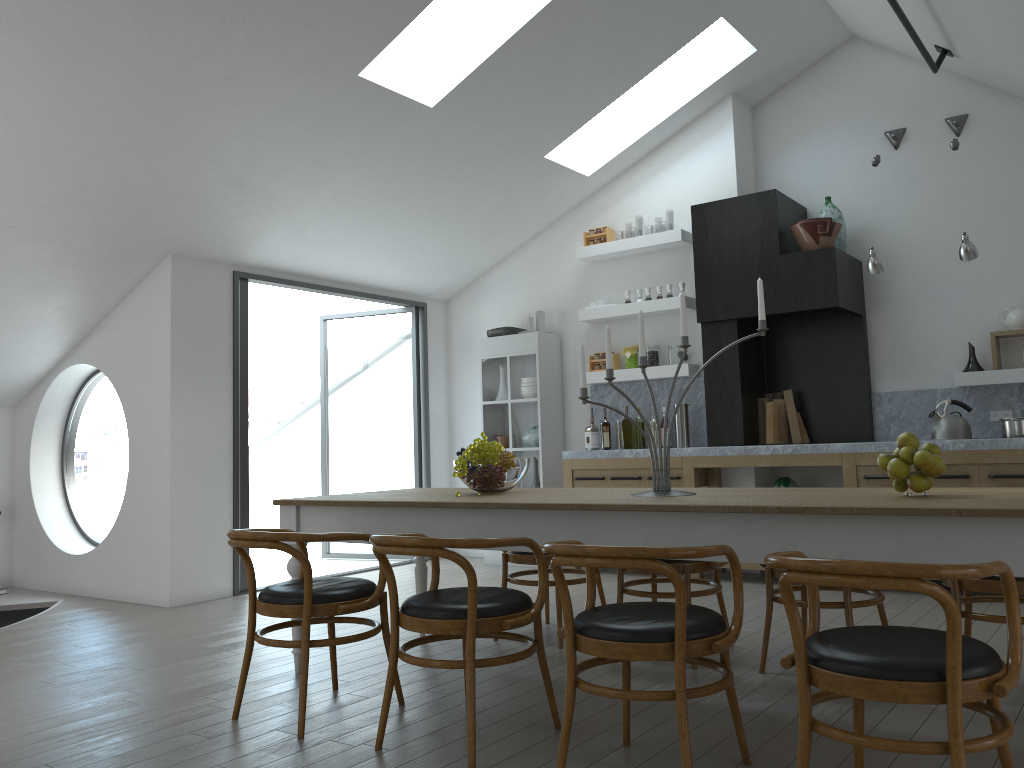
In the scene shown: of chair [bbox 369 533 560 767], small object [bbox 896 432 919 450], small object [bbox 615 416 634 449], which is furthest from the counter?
chair [bbox 369 533 560 767]

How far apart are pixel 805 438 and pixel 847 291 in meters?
1.2 m

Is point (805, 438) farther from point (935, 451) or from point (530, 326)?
point (935, 451)

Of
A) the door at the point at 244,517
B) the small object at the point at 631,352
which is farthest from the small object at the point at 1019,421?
the door at the point at 244,517

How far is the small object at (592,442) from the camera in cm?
730

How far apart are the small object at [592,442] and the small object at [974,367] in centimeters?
279cm

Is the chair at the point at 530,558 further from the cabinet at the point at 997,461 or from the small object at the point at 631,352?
the small object at the point at 631,352

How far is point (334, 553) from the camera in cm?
2724

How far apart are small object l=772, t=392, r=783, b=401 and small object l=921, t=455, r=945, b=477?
4.1m

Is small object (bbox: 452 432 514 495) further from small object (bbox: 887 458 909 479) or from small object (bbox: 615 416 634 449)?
small object (bbox: 615 416 634 449)
